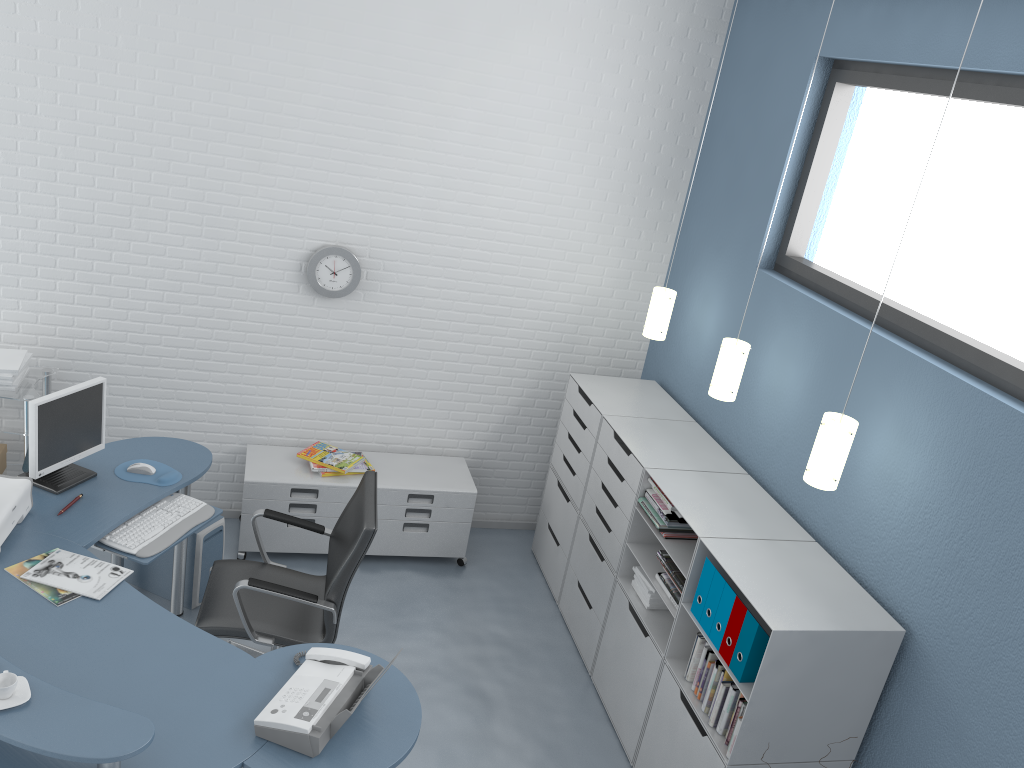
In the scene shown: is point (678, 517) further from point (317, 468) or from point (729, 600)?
point (317, 468)

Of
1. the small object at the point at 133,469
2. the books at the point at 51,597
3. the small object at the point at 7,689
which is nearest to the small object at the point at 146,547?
the small object at the point at 133,469

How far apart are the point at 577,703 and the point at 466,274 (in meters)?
2.28

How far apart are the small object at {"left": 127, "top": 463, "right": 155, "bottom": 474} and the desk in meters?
0.1

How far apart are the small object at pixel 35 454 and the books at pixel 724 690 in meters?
2.7

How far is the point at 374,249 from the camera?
4.7m

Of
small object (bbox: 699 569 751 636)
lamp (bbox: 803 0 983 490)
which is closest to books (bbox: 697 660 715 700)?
small object (bbox: 699 569 751 636)

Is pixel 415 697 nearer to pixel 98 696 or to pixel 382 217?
pixel 98 696

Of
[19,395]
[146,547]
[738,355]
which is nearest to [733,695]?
[738,355]

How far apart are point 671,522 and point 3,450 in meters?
3.3 m
